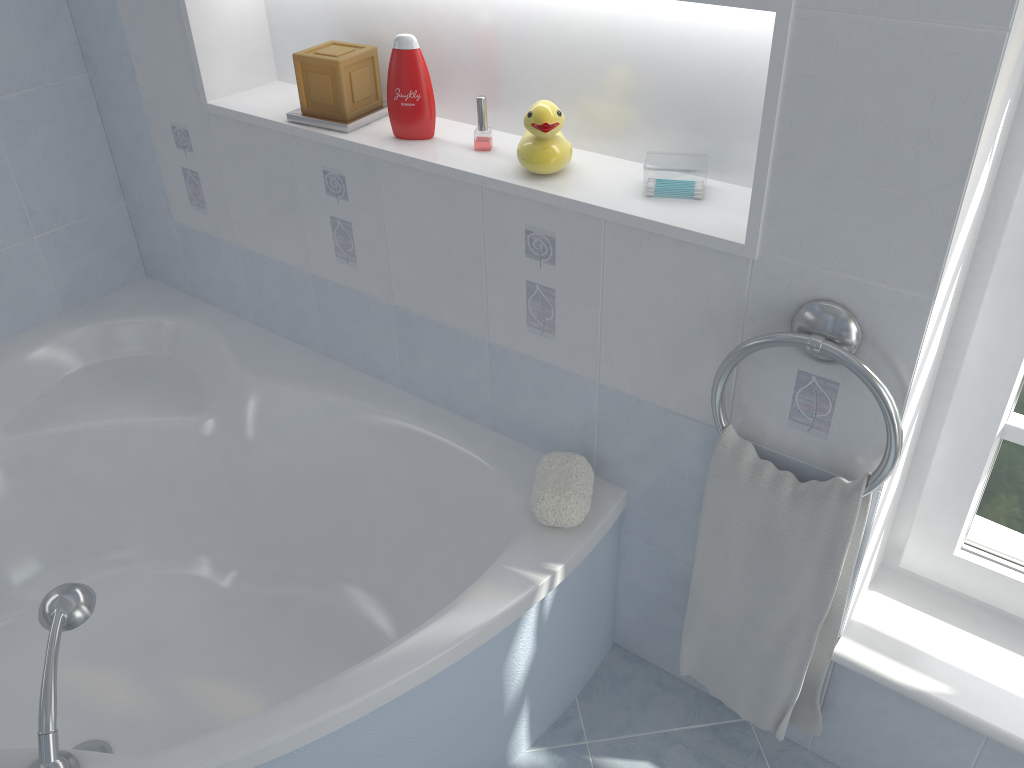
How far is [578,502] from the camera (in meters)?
1.57

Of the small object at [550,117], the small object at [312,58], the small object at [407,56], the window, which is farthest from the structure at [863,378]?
the small object at [312,58]

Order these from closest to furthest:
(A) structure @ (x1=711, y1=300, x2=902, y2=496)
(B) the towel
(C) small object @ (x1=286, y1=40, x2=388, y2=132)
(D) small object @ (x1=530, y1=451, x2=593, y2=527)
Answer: (A) structure @ (x1=711, y1=300, x2=902, y2=496) < (B) the towel < (D) small object @ (x1=530, y1=451, x2=593, y2=527) < (C) small object @ (x1=286, y1=40, x2=388, y2=132)

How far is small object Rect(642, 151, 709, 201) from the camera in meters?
1.4

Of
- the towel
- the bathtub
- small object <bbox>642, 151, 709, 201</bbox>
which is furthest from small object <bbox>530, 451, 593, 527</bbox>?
small object <bbox>642, 151, 709, 201</bbox>

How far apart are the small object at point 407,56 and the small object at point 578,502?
0.6m

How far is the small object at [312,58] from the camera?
1.7m

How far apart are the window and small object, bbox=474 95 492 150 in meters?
0.8 m

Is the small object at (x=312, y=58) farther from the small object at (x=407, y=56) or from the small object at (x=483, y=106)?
the small object at (x=483, y=106)

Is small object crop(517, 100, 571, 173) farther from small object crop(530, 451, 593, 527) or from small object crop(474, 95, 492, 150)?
small object crop(530, 451, 593, 527)
